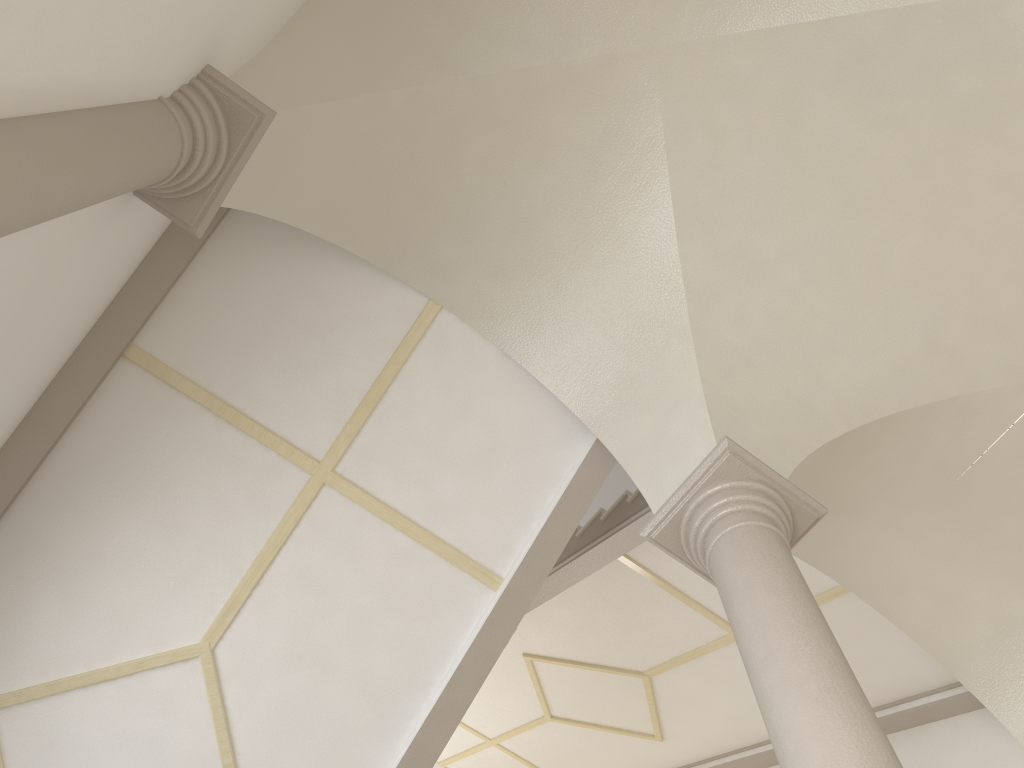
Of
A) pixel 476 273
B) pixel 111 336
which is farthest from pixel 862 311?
pixel 111 336

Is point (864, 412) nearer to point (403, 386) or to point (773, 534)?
point (773, 534)

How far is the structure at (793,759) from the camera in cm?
295

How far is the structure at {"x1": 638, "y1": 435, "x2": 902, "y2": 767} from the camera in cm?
295
